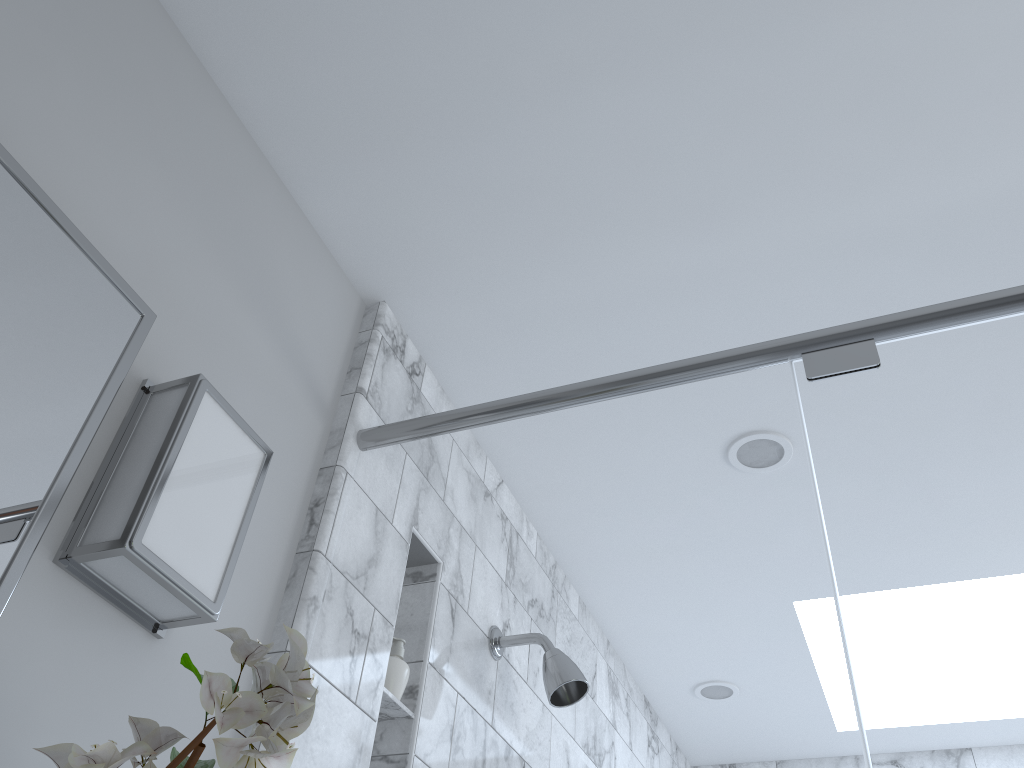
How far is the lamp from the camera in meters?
1.0

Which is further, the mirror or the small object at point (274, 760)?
the mirror

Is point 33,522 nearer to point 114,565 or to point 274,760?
point 114,565

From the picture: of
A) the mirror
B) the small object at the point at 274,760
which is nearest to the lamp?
the mirror

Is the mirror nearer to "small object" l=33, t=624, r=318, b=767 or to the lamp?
the lamp

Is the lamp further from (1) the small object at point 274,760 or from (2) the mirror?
(1) the small object at point 274,760

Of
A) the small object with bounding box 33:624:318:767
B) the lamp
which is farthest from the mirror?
the small object with bounding box 33:624:318:767

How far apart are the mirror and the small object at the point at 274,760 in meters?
0.2

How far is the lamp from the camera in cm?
95

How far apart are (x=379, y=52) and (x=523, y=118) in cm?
24
